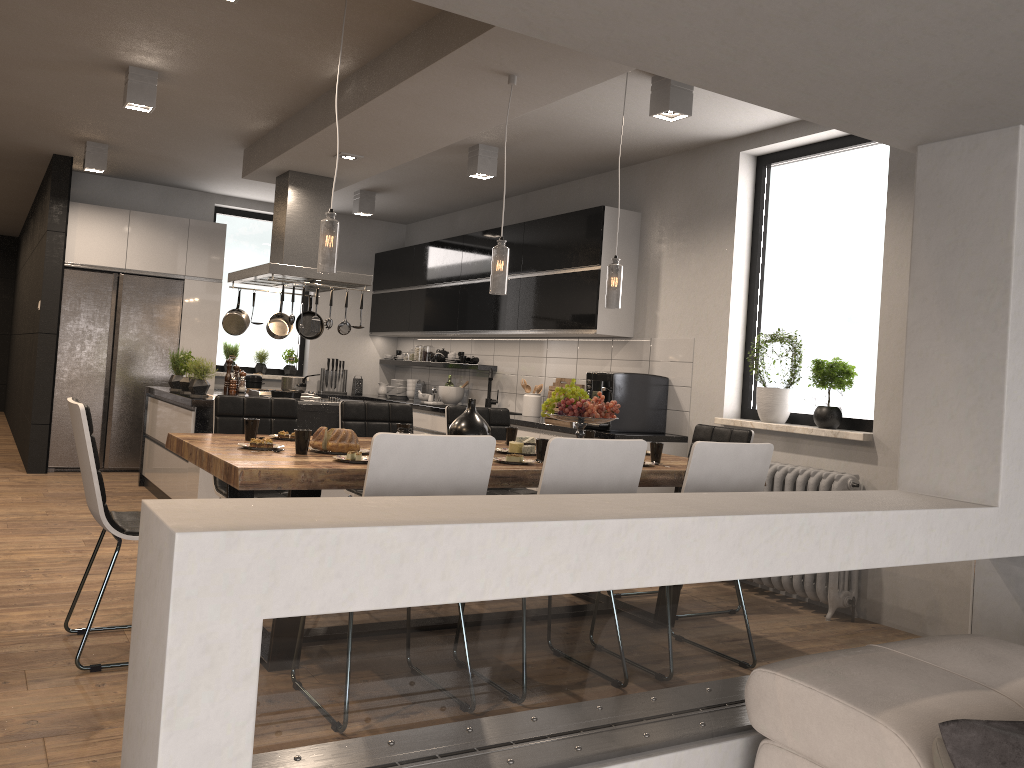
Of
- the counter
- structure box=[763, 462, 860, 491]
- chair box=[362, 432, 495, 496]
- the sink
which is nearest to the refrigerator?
the counter

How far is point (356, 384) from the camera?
9.6 meters

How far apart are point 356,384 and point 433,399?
1.4m

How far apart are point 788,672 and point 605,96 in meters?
3.7 m

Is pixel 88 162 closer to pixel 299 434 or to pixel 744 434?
pixel 299 434

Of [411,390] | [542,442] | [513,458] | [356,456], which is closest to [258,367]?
[411,390]

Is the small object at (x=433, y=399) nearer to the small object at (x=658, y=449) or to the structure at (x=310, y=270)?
the structure at (x=310, y=270)

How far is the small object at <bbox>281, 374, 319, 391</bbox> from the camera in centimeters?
704cm

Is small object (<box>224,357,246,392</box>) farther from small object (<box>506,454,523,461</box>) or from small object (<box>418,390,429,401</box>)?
small object (<box>506,454,523,461</box>)

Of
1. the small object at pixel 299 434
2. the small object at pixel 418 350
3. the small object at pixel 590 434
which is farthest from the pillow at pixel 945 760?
the small object at pixel 418 350
